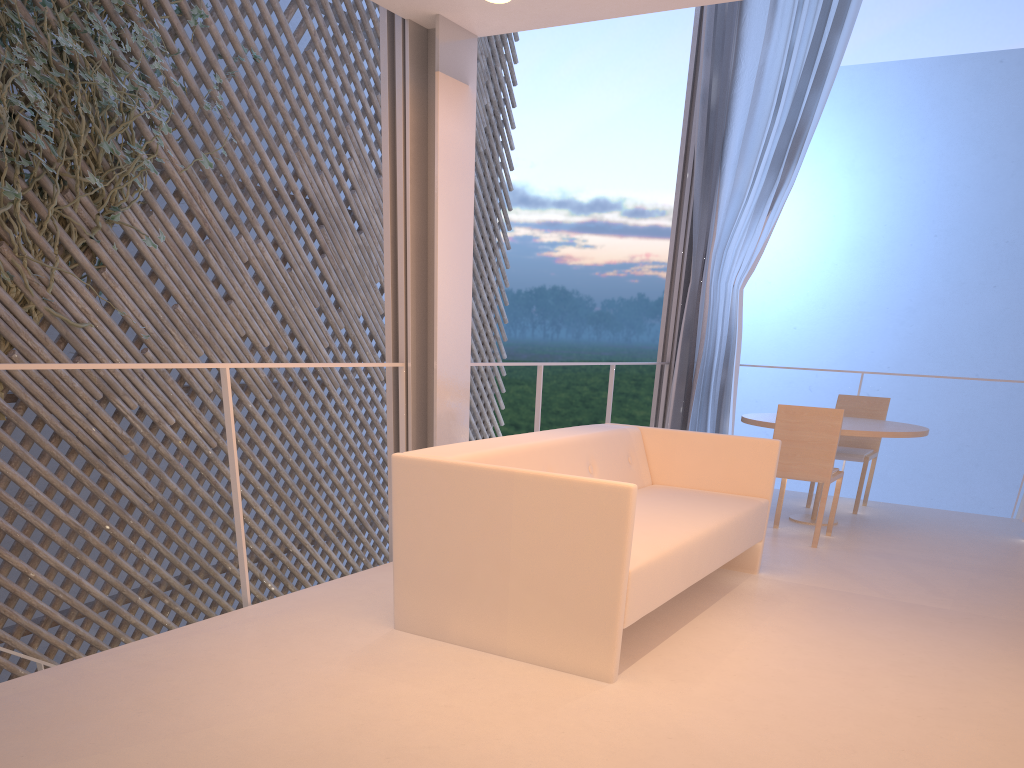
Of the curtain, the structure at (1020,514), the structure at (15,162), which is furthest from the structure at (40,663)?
the structure at (1020,514)

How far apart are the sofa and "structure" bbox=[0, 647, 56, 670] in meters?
Result: 1.2 m

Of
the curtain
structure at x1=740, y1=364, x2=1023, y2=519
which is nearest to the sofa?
the curtain

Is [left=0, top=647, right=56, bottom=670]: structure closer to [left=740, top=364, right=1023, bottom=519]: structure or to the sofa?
the sofa

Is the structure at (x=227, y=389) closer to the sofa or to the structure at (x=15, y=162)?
the sofa

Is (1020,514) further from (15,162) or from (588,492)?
(15,162)

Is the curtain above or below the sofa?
above

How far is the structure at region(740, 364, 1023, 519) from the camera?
3.3 meters

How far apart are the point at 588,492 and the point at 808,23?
2.82m

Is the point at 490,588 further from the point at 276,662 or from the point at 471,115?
the point at 471,115
